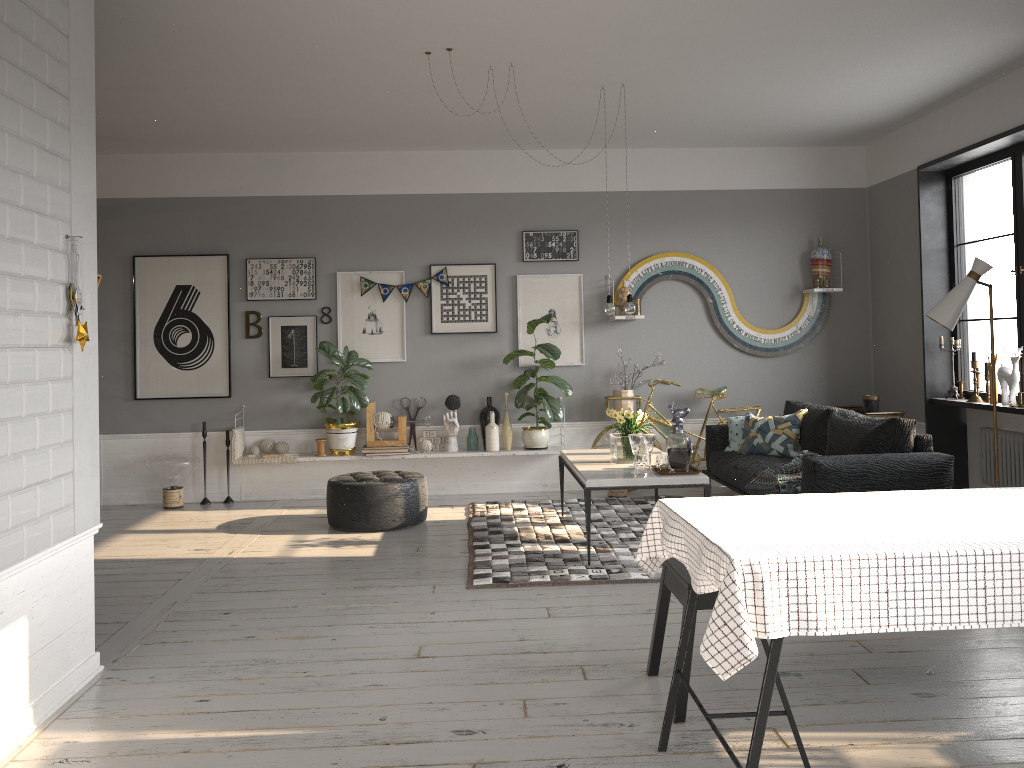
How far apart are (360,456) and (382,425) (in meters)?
0.32

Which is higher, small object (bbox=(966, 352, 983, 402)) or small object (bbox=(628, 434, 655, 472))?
small object (bbox=(966, 352, 983, 402))

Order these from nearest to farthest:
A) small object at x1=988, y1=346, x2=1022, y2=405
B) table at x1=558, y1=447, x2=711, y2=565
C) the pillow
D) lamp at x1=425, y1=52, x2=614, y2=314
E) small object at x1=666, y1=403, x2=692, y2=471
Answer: table at x1=558, y1=447, x2=711, y2=565
small object at x1=666, y1=403, x2=692, y2=471
lamp at x1=425, y1=52, x2=614, y2=314
small object at x1=988, y1=346, x2=1022, y2=405
the pillow

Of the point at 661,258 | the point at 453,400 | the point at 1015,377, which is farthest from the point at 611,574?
the point at 661,258

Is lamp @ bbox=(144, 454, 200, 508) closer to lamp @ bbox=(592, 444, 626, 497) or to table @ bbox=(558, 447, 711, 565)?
table @ bbox=(558, 447, 711, 565)

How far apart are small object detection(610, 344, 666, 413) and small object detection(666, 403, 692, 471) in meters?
2.2 m

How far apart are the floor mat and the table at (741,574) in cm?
193

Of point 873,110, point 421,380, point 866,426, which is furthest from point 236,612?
point 873,110

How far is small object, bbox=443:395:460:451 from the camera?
7.5m

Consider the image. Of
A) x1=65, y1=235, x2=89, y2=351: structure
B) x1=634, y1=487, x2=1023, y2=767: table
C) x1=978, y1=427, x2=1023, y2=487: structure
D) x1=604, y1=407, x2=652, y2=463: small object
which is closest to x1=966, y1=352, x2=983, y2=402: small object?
x1=978, y1=427, x2=1023, y2=487: structure
